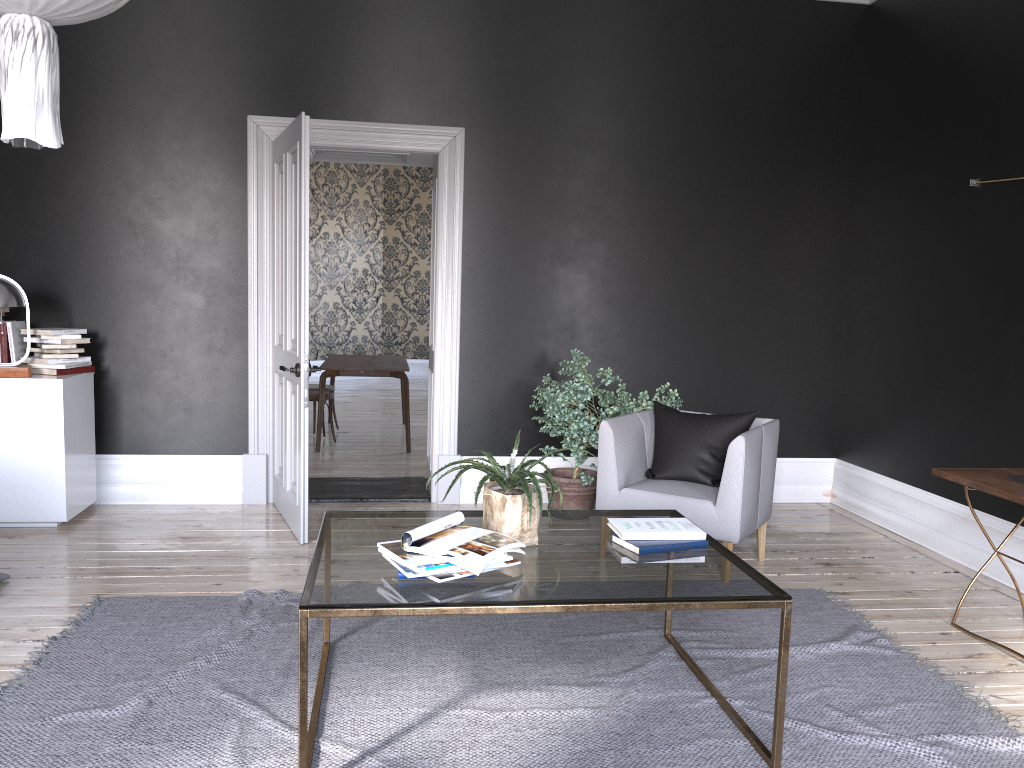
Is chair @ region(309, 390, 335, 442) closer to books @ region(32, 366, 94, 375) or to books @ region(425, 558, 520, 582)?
books @ region(32, 366, 94, 375)

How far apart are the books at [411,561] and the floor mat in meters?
0.6 m

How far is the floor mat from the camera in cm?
278

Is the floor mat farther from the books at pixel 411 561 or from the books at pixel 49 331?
the books at pixel 49 331

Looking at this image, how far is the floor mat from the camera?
2.8m

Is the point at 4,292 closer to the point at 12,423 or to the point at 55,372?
the point at 55,372

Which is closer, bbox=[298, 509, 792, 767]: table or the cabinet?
bbox=[298, 509, 792, 767]: table

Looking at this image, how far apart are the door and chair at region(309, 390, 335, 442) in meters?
2.4

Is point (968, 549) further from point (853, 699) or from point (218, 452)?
point (218, 452)

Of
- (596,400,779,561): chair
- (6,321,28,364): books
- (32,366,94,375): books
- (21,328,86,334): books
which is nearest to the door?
(32,366,94,375): books
